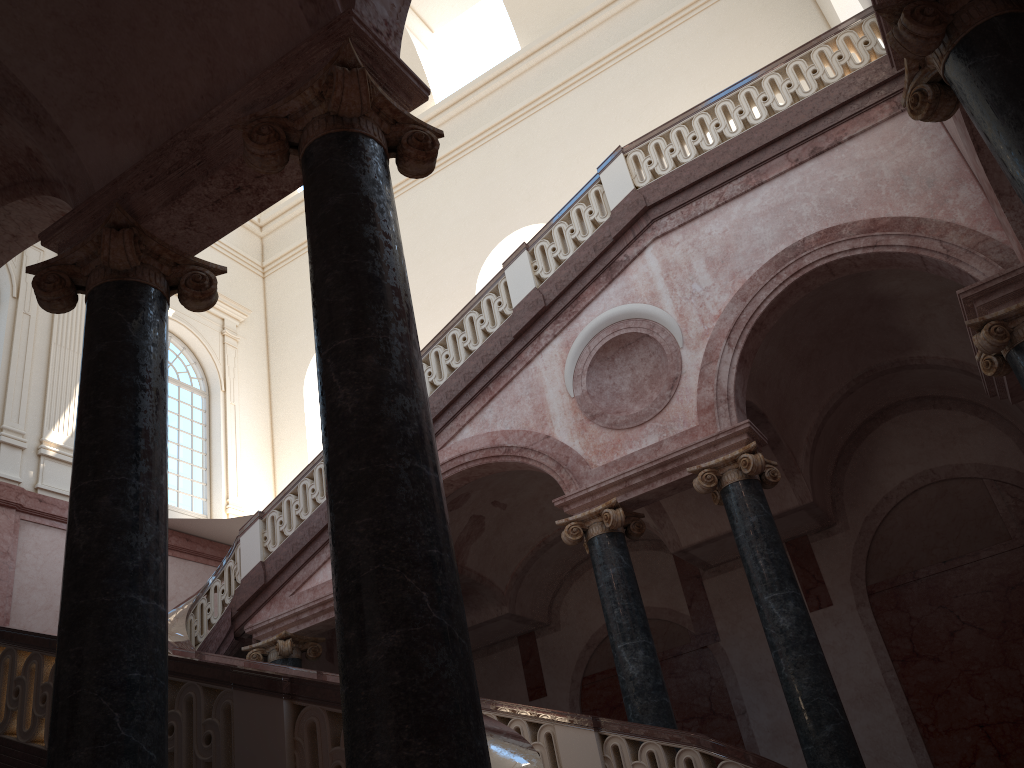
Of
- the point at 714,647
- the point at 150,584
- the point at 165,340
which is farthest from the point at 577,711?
the point at 150,584
